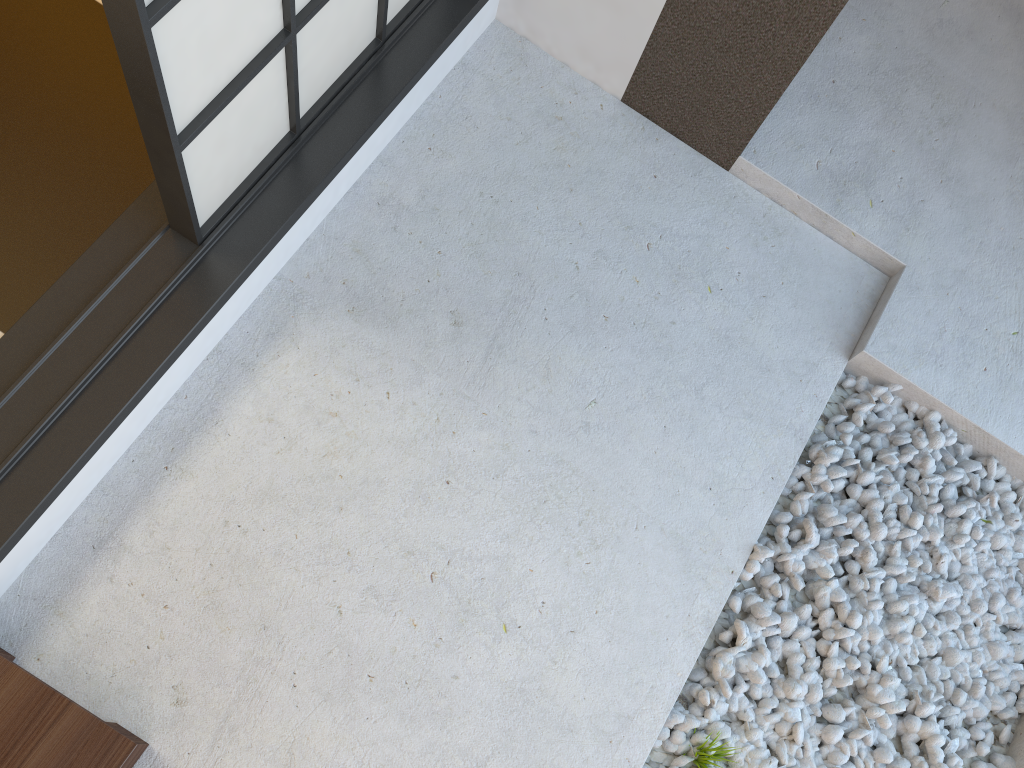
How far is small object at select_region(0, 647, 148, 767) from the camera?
1.4m

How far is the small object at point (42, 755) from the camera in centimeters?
Result: 136cm

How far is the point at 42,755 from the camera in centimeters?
136cm

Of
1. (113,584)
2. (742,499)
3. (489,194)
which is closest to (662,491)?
(742,499)
